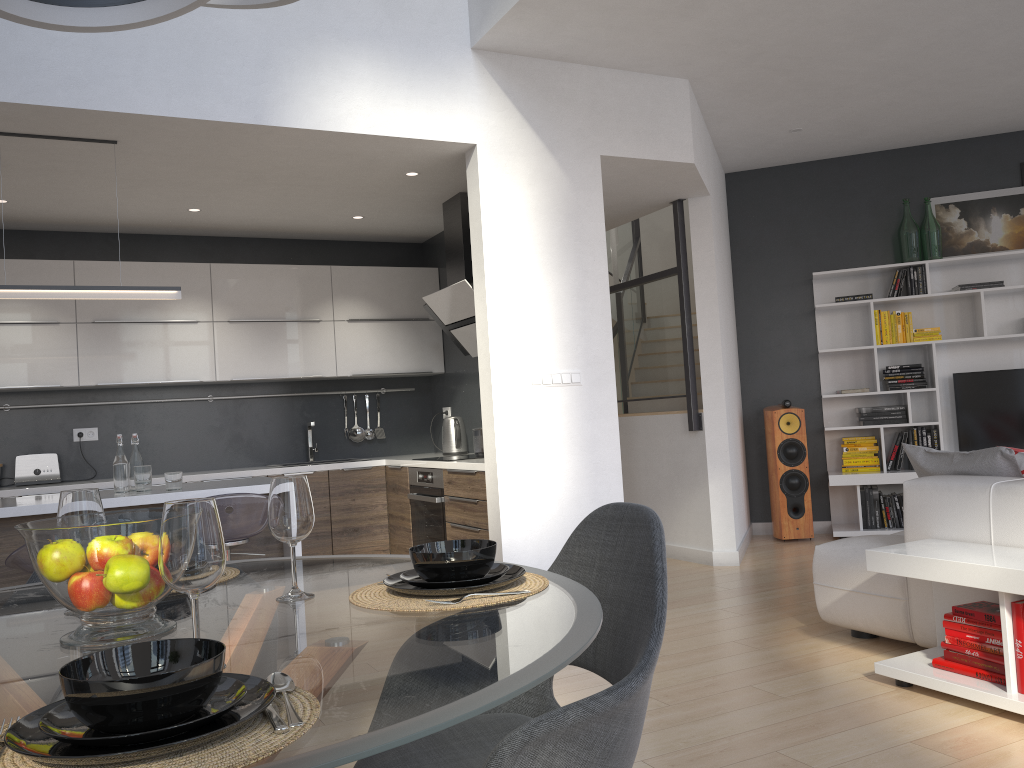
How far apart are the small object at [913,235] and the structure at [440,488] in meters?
4.0

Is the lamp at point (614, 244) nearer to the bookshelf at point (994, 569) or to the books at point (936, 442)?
the books at point (936, 442)

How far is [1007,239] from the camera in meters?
6.7 m

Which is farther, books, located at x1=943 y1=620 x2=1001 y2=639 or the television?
the television

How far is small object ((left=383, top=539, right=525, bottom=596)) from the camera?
1.5m

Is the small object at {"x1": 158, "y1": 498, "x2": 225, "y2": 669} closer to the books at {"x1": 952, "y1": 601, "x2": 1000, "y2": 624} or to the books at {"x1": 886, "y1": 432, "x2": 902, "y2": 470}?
the books at {"x1": 952, "y1": 601, "x2": 1000, "y2": 624}

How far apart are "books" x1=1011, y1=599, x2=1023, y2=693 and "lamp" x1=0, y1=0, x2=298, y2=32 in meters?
2.8 m

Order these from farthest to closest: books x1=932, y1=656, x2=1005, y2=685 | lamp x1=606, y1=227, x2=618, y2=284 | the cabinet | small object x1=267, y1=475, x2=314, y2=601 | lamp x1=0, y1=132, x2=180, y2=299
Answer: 1. lamp x1=606, y1=227, x2=618, y2=284
2. the cabinet
3. lamp x1=0, y1=132, x2=180, y2=299
4. books x1=932, y1=656, x2=1005, y2=685
5. small object x1=267, y1=475, x2=314, y2=601

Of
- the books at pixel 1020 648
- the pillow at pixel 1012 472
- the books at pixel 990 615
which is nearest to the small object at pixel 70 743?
the books at pixel 1020 648

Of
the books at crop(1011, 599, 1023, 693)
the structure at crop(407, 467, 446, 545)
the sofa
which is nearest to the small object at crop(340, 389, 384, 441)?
the structure at crop(407, 467, 446, 545)
